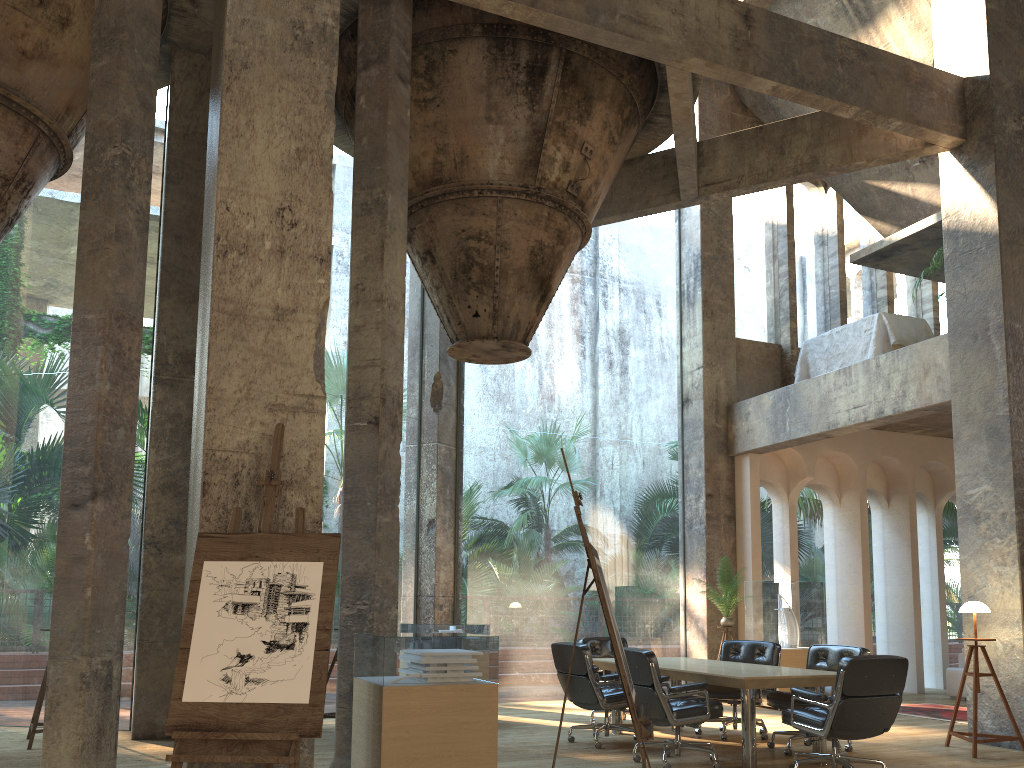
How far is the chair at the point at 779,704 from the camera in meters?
7.2

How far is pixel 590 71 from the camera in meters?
8.1 m

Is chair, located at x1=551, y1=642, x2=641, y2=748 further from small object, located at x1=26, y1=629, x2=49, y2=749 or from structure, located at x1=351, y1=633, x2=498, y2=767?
small object, located at x1=26, y1=629, x2=49, y2=749

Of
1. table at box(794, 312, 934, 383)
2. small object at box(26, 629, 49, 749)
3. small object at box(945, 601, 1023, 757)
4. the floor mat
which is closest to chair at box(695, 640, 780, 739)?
small object at box(945, 601, 1023, 757)

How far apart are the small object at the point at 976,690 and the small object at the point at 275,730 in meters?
5.7

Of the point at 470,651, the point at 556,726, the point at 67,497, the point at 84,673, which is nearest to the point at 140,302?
the point at 67,497

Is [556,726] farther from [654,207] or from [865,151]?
[865,151]

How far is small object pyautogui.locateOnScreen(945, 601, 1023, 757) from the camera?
7.21m

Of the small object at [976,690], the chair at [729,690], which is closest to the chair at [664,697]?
the chair at [729,690]

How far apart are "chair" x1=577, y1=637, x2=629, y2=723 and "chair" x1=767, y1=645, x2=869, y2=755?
2.03m
